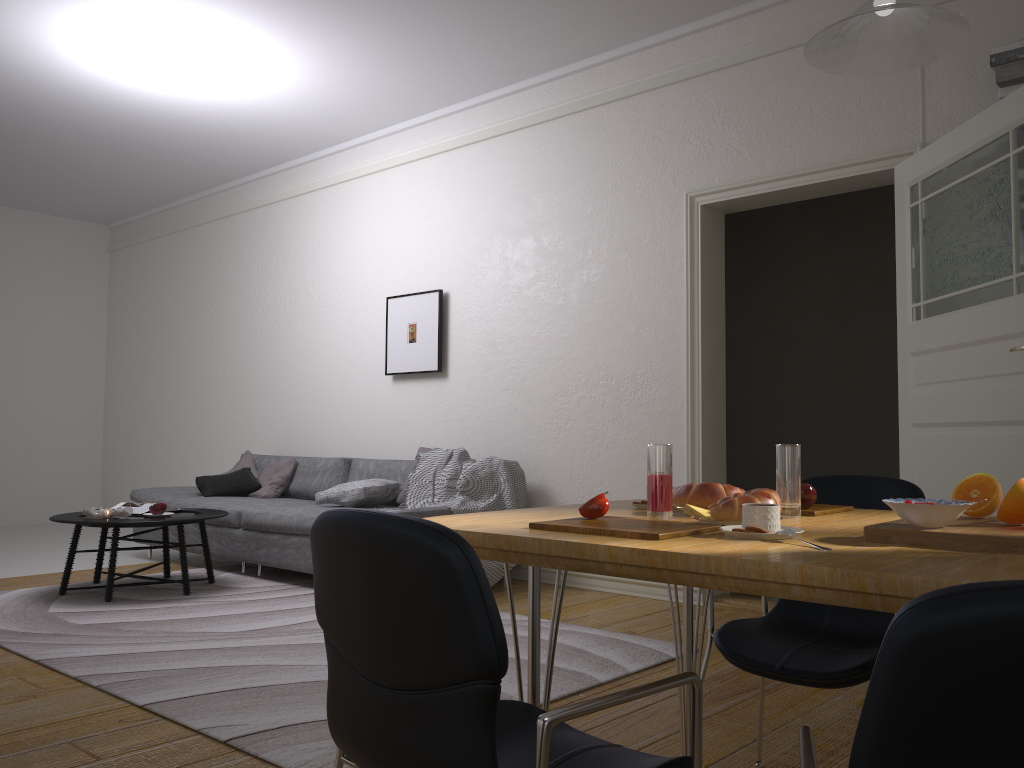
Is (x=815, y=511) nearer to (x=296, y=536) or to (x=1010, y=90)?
(x=1010, y=90)

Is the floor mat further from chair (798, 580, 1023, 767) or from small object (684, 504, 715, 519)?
chair (798, 580, 1023, 767)

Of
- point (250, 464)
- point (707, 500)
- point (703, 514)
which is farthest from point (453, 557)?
point (250, 464)

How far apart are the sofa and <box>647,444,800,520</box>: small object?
3.31m

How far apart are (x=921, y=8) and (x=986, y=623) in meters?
1.2

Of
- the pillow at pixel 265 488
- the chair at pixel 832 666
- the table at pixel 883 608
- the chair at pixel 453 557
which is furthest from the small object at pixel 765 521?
the pillow at pixel 265 488

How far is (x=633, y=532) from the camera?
1.3m

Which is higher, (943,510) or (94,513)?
(943,510)

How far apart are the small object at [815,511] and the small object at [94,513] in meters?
4.3 m

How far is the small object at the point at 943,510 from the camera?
1.3 meters
